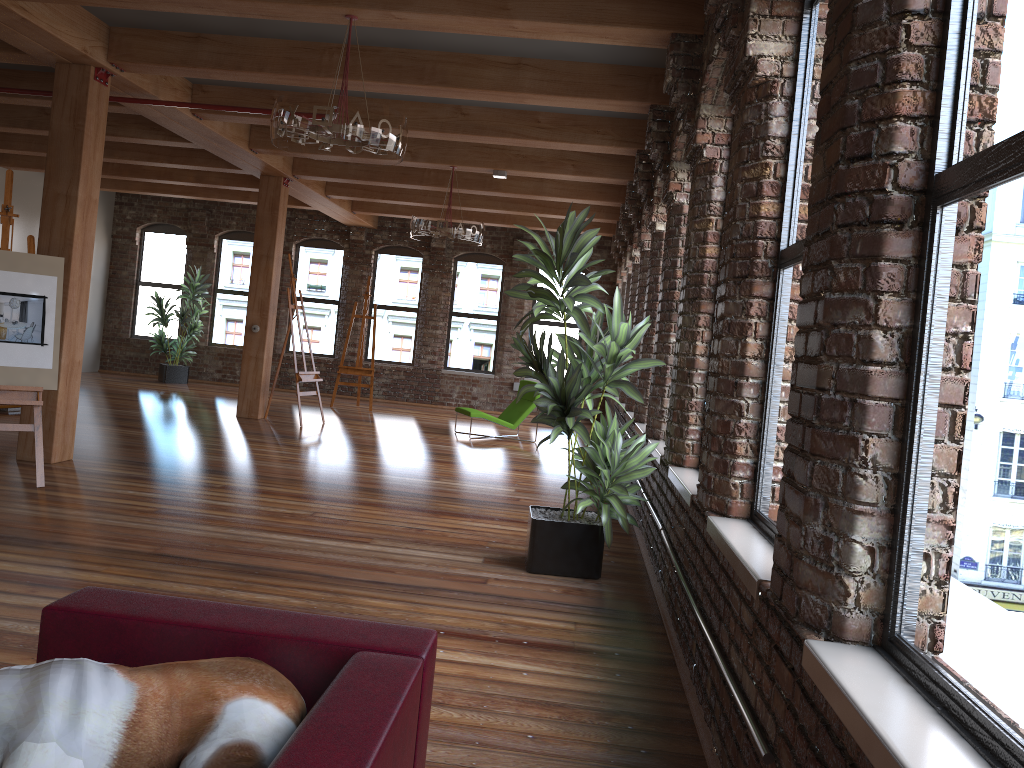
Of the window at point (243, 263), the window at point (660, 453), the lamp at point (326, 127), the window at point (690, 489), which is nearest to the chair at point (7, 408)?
the lamp at point (326, 127)

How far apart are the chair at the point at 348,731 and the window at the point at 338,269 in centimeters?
1432cm

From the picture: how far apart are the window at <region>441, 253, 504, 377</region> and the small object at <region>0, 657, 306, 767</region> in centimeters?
1411cm

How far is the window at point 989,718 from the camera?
1.48m

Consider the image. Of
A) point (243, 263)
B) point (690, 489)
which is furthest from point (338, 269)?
point (690, 489)

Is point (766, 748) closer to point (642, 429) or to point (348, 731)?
point (348, 731)

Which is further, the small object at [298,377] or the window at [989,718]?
the small object at [298,377]

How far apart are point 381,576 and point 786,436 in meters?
2.9 m

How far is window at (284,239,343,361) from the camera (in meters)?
16.17

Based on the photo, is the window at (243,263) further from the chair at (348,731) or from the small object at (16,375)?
the chair at (348,731)
